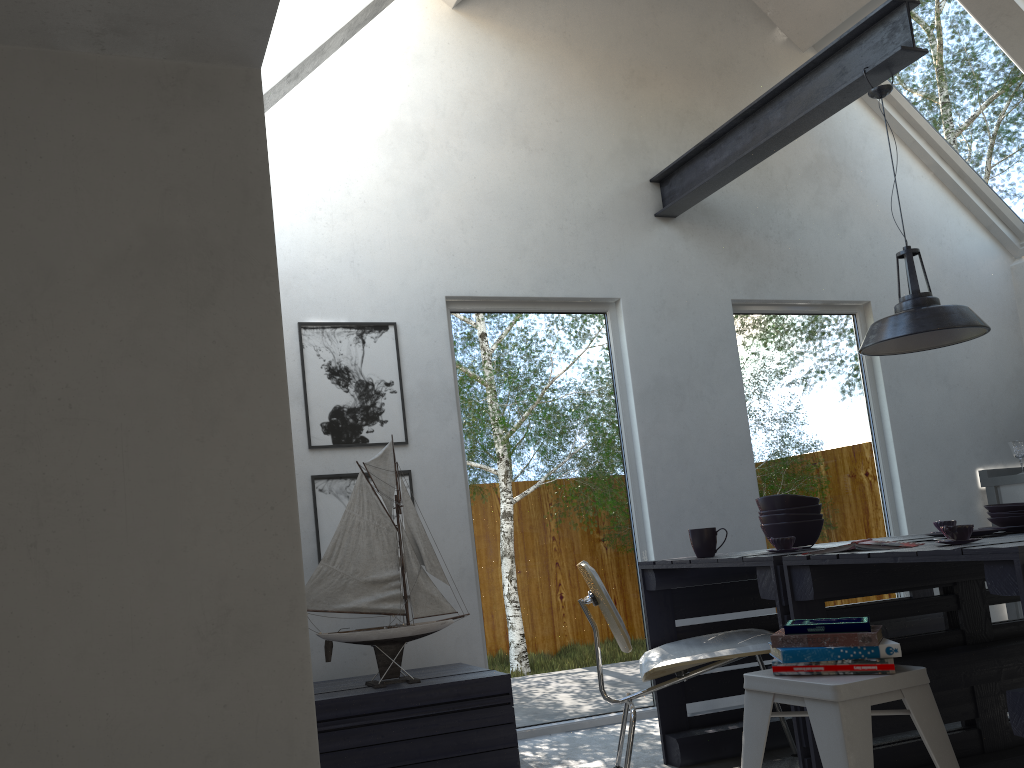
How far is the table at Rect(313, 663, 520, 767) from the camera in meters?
3.1 m

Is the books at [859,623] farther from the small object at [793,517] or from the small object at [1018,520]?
the small object at [1018,520]

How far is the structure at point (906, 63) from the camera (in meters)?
3.57

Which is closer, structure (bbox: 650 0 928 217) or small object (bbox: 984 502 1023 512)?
small object (bbox: 984 502 1023 512)

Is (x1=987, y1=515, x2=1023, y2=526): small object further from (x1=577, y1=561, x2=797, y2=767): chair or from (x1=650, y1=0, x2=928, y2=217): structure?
(x1=650, y1=0, x2=928, y2=217): structure

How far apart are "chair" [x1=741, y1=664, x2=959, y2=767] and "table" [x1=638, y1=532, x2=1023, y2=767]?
0.2 meters

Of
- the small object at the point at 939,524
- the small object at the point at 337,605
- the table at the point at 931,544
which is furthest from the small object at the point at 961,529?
the small object at the point at 337,605

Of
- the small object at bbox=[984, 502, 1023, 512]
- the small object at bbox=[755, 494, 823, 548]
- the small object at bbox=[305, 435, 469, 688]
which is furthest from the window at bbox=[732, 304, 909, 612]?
the small object at bbox=[305, 435, 469, 688]

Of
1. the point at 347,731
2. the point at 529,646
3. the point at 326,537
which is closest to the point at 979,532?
the point at 529,646

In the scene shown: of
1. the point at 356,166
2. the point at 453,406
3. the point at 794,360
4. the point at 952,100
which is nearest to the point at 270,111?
the point at 356,166
